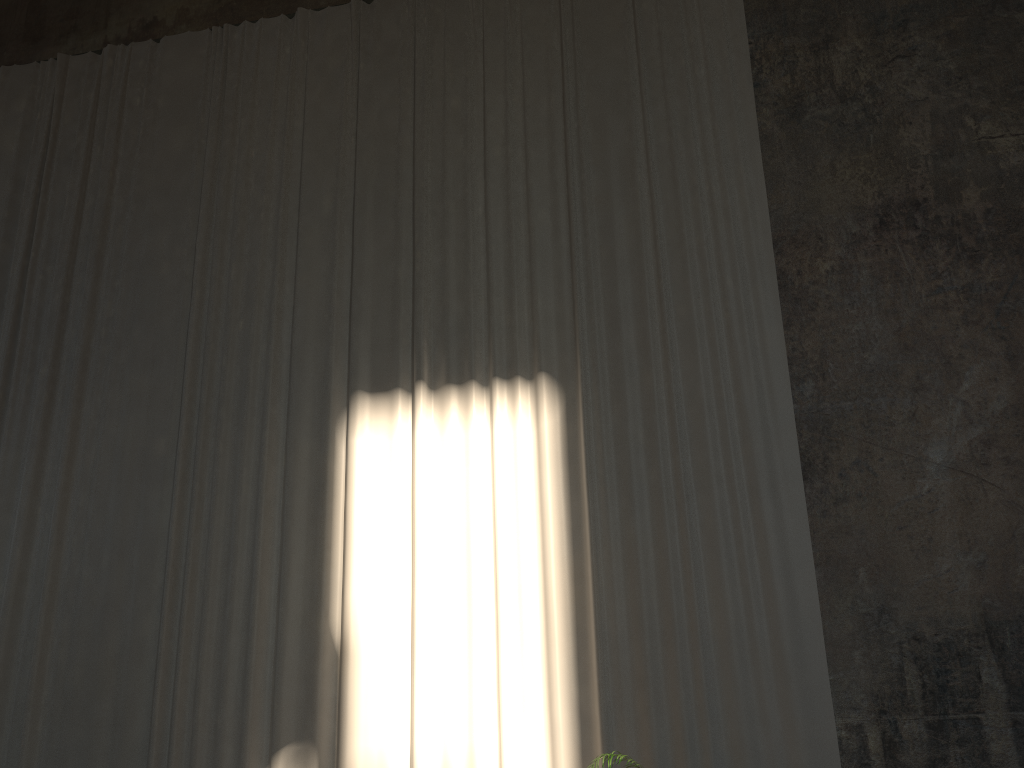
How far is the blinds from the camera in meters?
6.3 m

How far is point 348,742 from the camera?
6.3 meters

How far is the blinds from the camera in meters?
6.3 m
